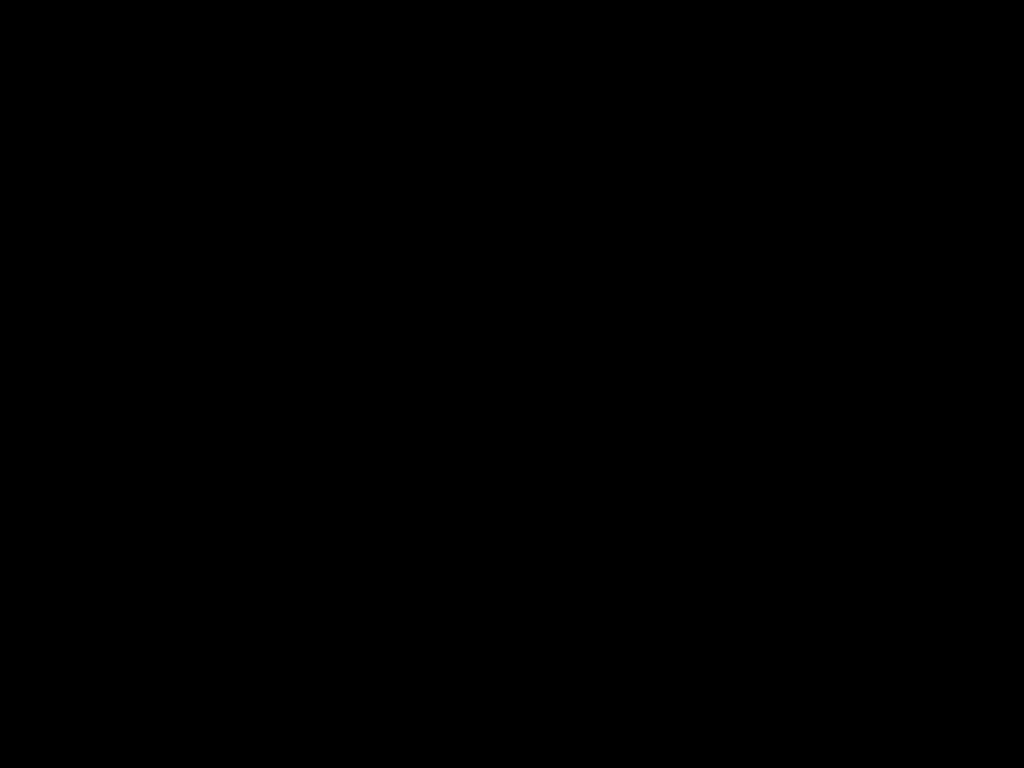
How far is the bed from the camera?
0.5 meters

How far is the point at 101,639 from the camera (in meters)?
0.79

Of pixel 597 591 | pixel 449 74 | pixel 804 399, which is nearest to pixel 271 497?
pixel 597 591

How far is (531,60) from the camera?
0.5 meters
